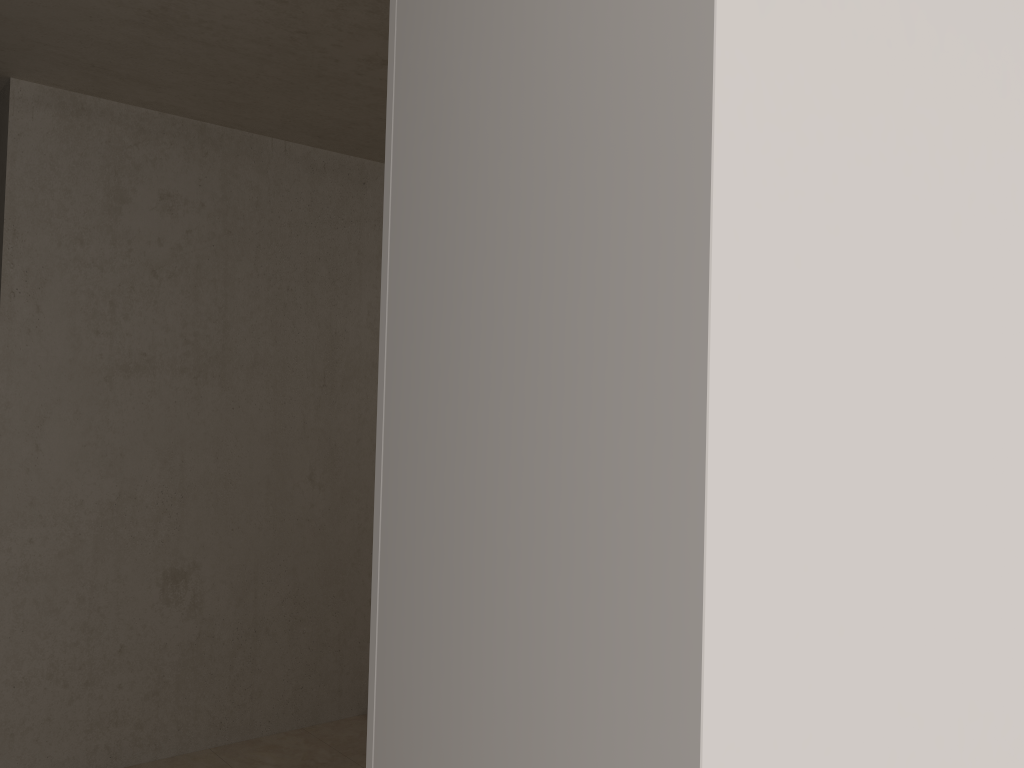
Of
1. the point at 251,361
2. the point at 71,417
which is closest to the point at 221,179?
the point at 251,361
